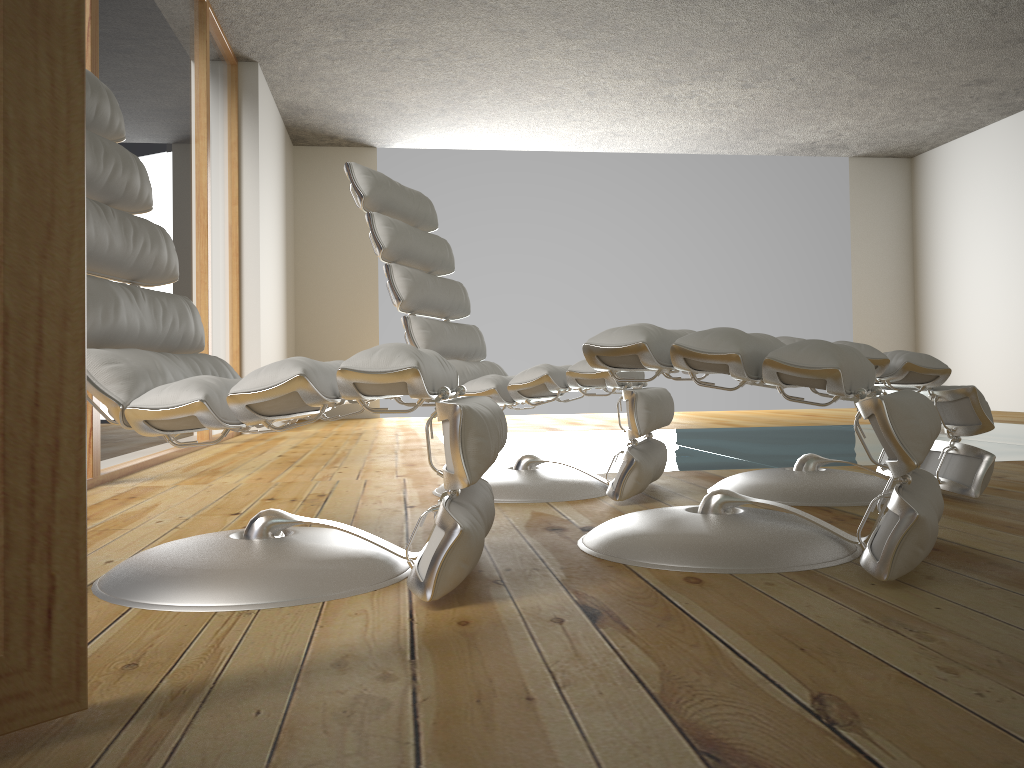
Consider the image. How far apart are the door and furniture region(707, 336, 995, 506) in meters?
1.8

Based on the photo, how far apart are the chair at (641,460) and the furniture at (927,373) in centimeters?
17cm

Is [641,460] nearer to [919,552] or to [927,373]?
[927,373]

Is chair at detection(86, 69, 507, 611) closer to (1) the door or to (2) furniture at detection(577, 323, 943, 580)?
(2) furniture at detection(577, 323, 943, 580)

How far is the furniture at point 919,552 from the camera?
1.4 meters

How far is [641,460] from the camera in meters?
2.3

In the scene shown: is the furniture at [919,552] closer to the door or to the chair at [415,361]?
the chair at [415,361]

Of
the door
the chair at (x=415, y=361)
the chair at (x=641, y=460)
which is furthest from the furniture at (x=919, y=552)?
the door

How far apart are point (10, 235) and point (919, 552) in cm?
129

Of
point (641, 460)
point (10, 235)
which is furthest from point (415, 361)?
point (641, 460)
